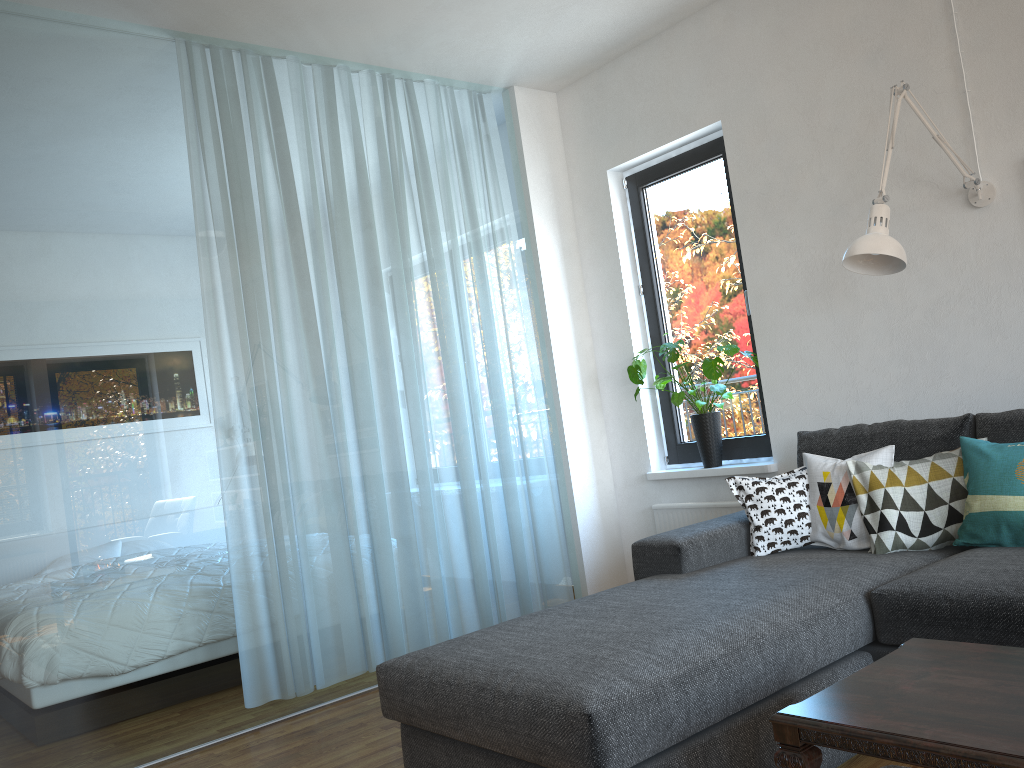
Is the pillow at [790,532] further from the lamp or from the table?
the table

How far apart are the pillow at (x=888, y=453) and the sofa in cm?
3

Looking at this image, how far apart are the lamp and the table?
1.4m

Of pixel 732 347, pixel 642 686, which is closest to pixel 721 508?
pixel 732 347

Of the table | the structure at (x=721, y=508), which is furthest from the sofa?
the structure at (x=721, y=508)

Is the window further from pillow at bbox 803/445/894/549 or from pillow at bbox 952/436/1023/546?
pillow at bbox 952/436/1023/546

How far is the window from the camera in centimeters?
422cm

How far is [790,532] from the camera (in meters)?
3.13

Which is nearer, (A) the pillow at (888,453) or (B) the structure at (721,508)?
(A) the pillow at (888,453)

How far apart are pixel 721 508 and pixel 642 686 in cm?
234
